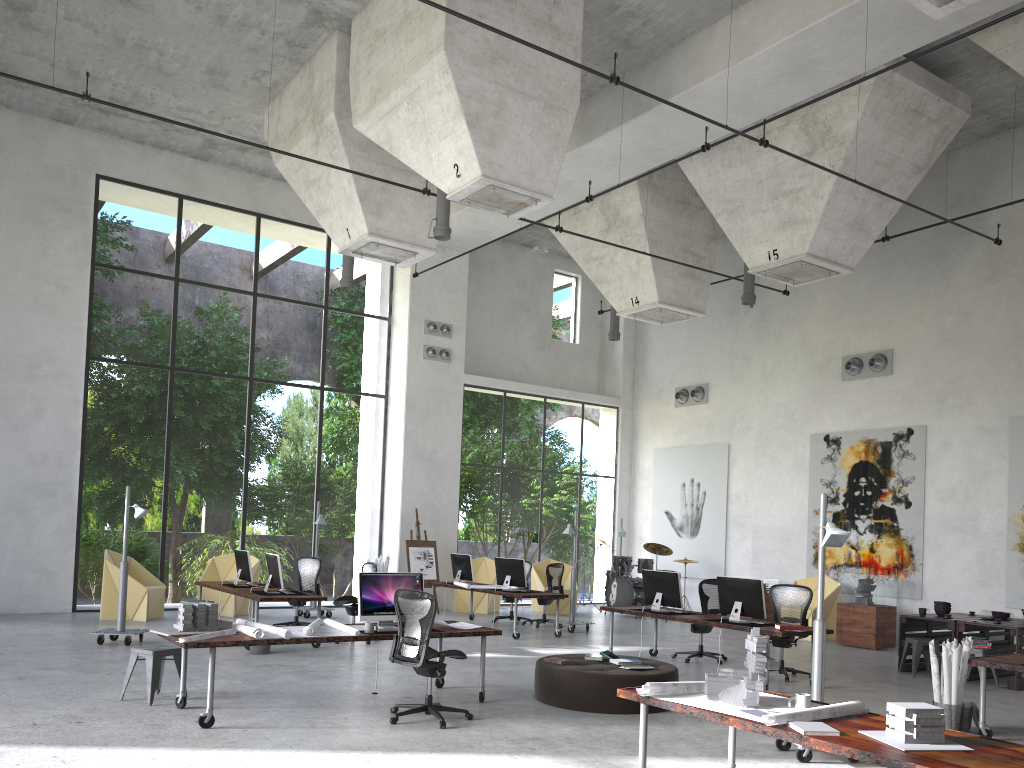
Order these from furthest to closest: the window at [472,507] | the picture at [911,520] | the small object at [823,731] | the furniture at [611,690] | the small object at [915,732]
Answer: the window at [472,507] → the picture at [911,520] → the furniture at [611,690] → the small object at [823,731] → the small object at [915,732]

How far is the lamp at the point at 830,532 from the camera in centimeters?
683cm

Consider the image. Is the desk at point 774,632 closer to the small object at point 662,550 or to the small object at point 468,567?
the small object at point 468,567

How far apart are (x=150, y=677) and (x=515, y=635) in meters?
6.8

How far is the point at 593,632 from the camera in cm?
1511

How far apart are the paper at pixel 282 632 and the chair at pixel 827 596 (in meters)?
9.84

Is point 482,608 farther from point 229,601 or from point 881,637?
point 881,637

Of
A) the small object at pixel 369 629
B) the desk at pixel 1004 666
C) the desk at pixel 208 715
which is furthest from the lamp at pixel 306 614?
the desk at pixel 1004 666

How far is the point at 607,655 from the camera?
9.1m

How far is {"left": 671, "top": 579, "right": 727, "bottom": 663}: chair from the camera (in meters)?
11.99
